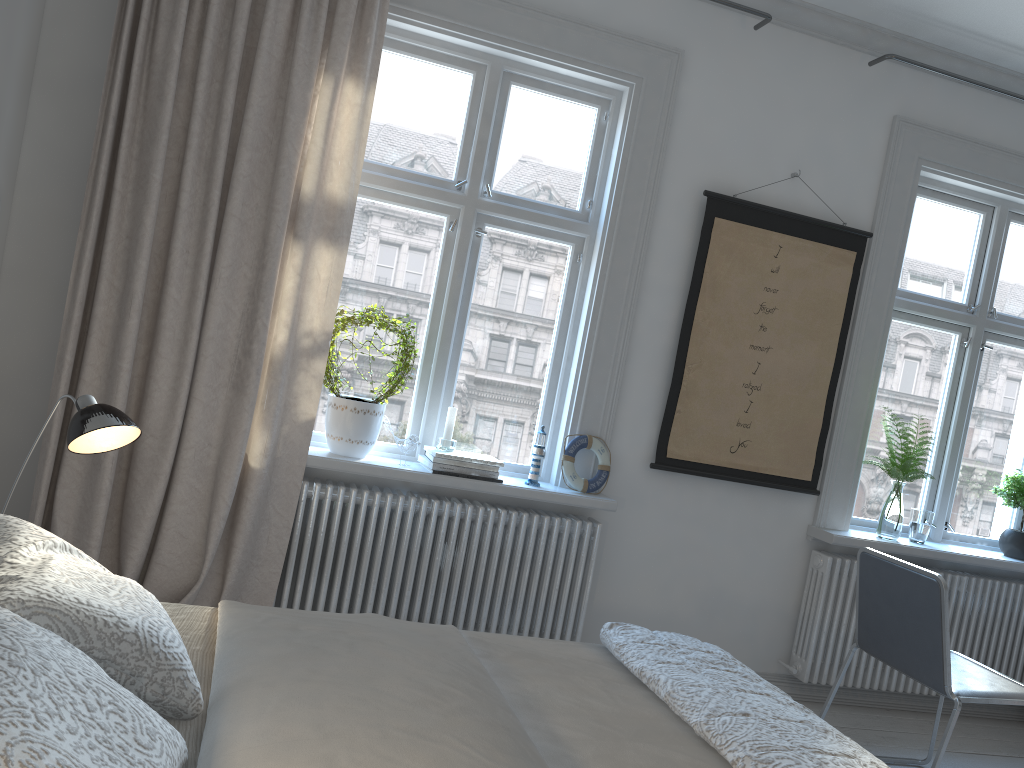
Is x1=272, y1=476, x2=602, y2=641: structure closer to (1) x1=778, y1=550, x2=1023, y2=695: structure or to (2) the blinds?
(2) the blinds

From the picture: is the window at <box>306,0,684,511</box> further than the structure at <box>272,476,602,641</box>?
Yes

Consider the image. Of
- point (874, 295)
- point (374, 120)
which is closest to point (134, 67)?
point (374, 120)

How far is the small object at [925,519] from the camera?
3.9 meters

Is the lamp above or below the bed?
above

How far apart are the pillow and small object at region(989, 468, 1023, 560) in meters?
3.7 m

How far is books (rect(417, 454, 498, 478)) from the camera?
3.2m

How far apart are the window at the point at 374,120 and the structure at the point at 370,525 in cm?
9

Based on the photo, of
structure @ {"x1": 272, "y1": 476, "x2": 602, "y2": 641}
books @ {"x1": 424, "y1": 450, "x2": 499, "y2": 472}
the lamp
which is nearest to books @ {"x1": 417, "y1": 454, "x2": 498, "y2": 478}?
books @ {"x1": 424, "y1": 450, "x2": 499, "y2": 472}

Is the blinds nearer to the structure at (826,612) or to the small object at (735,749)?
the small object at (735,749)
